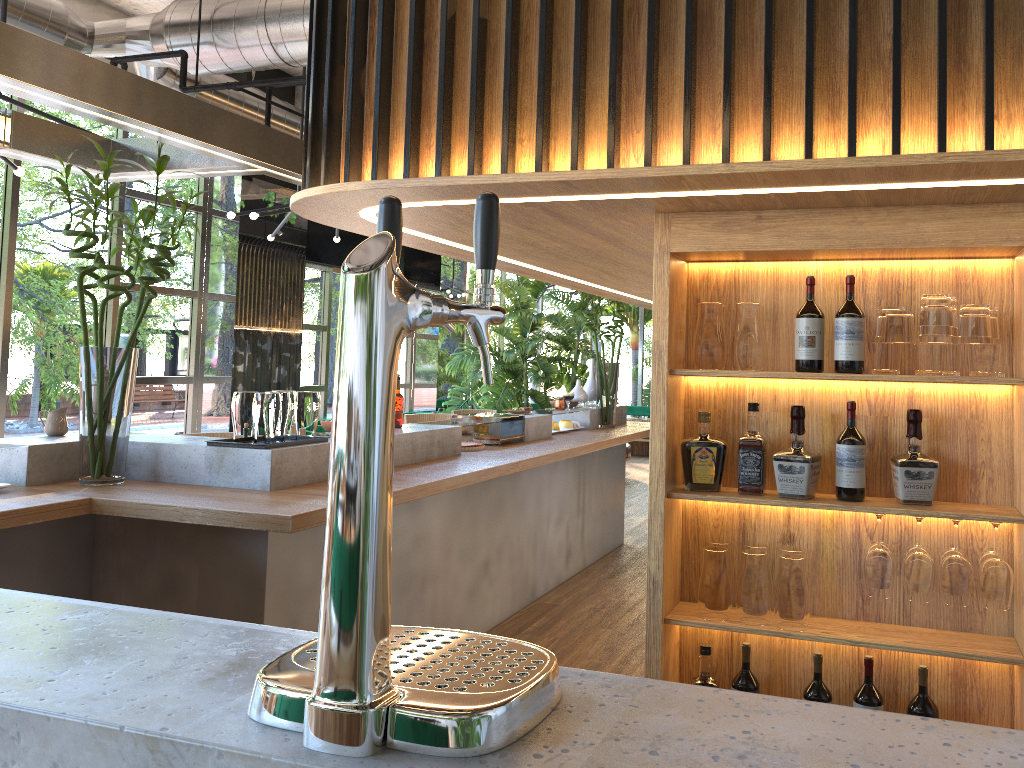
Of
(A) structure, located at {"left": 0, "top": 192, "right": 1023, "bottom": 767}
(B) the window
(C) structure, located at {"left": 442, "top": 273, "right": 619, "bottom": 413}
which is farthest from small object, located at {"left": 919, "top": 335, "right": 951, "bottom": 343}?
(C) structure, located at {"left": 442, "top": 273, "right": 619, "bottom": 413}

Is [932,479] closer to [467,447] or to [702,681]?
[702,681]

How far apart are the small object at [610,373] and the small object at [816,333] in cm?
421

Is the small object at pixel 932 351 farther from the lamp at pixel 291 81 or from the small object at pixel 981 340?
the lamp at pixel 291 81

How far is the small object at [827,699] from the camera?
2.71m

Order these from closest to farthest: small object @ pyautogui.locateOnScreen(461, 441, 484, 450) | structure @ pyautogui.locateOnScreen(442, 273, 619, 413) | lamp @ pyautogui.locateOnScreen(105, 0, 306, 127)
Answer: small object @ pyautogui.locateOnScreen(461, 441, 484, 450) < lamp @ pyautogui.locateOnScreen(105, 0, 306, 127) < structure @ pyautogui.locateOnScreen(442, 273, 619, 413)

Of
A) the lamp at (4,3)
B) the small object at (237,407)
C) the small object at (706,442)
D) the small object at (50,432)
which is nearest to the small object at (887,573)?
the small object at (706,442)

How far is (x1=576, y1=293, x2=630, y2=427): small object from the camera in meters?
7.0

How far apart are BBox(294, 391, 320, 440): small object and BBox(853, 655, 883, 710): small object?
2.3 meters

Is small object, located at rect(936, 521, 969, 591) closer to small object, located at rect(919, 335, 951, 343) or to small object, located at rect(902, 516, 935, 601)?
small object, located at rect(902, 516, 935, 601)
